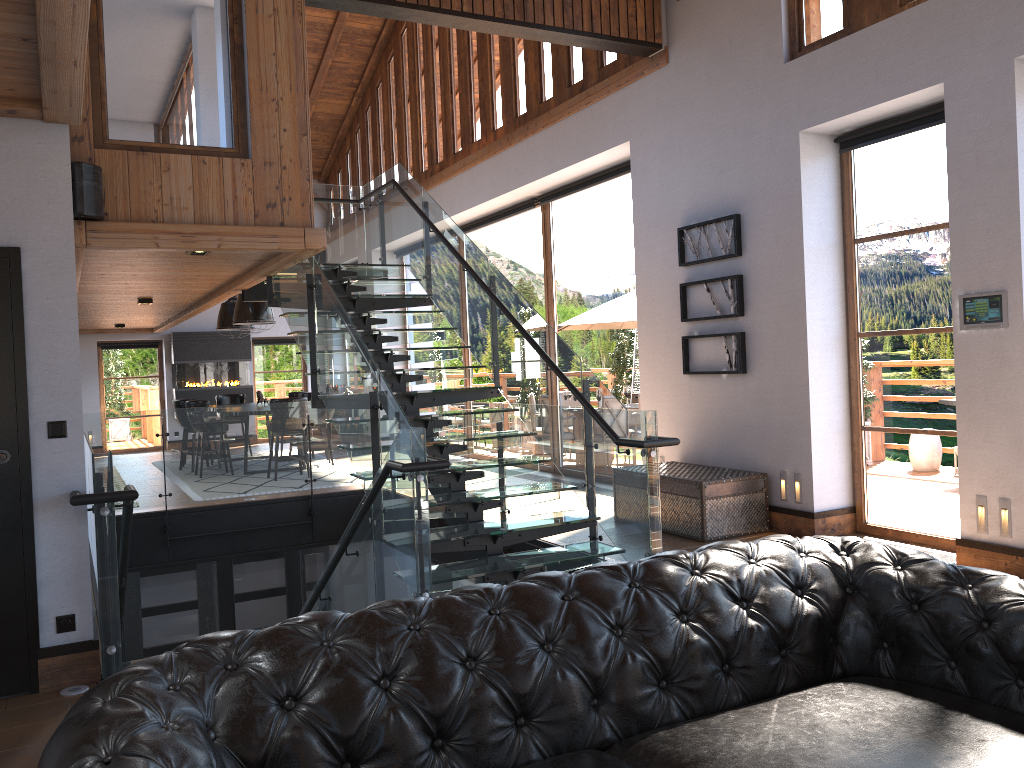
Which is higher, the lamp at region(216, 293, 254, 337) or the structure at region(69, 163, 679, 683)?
the lamp at region(216, 293, 254, 337)

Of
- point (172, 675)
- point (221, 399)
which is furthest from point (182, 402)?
point (172, 675)

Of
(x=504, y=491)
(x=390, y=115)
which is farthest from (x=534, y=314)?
(x=390, y=115)

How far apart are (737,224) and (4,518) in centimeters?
556cm

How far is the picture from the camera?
7.2m

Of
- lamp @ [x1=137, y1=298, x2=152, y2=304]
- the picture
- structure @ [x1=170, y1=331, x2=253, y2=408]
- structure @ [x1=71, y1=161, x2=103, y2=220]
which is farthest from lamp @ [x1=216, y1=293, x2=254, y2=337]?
the picture

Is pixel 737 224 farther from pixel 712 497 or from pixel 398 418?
pixel 398 418

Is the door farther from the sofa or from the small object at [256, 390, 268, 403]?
the small object at [256, 390, 268, 403]

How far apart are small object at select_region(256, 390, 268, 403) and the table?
7.8m

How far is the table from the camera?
6.77m
